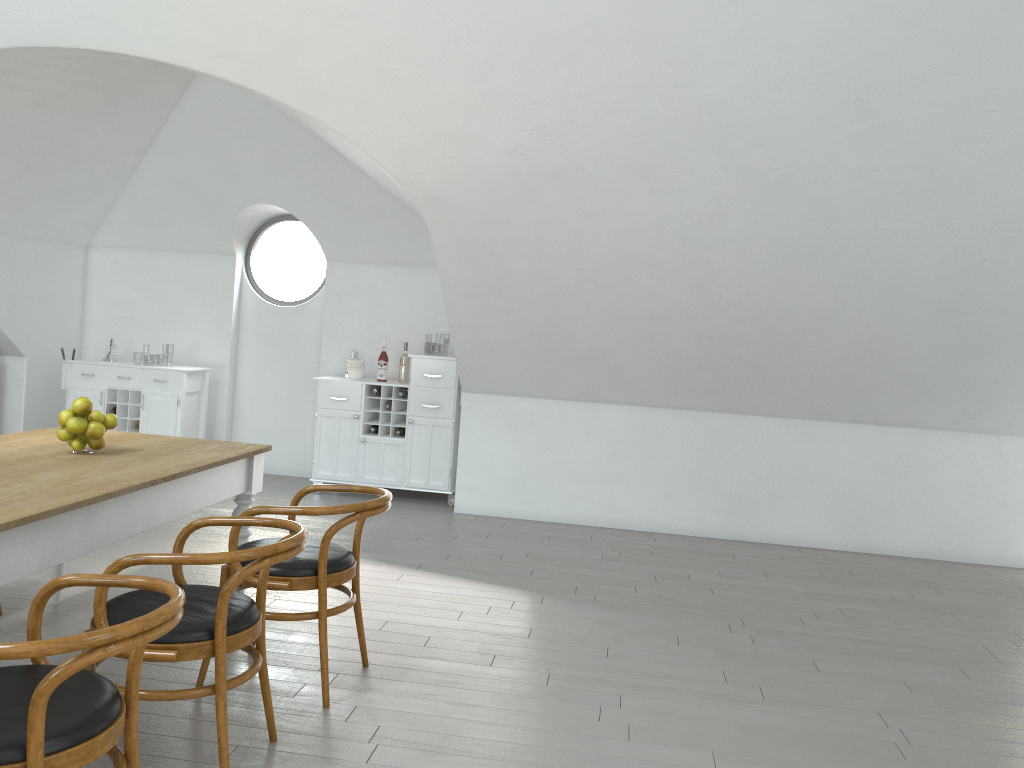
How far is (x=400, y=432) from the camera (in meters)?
6.97

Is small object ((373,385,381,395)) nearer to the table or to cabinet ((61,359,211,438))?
cabinet ((61,359,211,438))

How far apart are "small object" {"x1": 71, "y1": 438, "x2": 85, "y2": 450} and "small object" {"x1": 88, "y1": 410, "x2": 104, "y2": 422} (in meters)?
0.09

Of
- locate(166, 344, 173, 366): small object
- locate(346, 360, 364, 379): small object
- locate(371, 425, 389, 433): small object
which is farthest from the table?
locate(166, 344, 173, 366): small object

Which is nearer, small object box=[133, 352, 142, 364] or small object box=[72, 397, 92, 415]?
small object box=[72, 397, 92, 415]

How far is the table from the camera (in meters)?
2.45

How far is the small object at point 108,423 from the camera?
3.4m

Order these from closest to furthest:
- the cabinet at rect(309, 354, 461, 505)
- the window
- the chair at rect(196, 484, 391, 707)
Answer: the chair at rect(196, 484, 391, 707) < the cabinet at rect(309, 354, 461, 505) < the window

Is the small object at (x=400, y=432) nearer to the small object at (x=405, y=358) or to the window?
the small object at (x=405, y=358)

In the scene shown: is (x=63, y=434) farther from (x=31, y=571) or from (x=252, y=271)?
(x=252, y=271)
